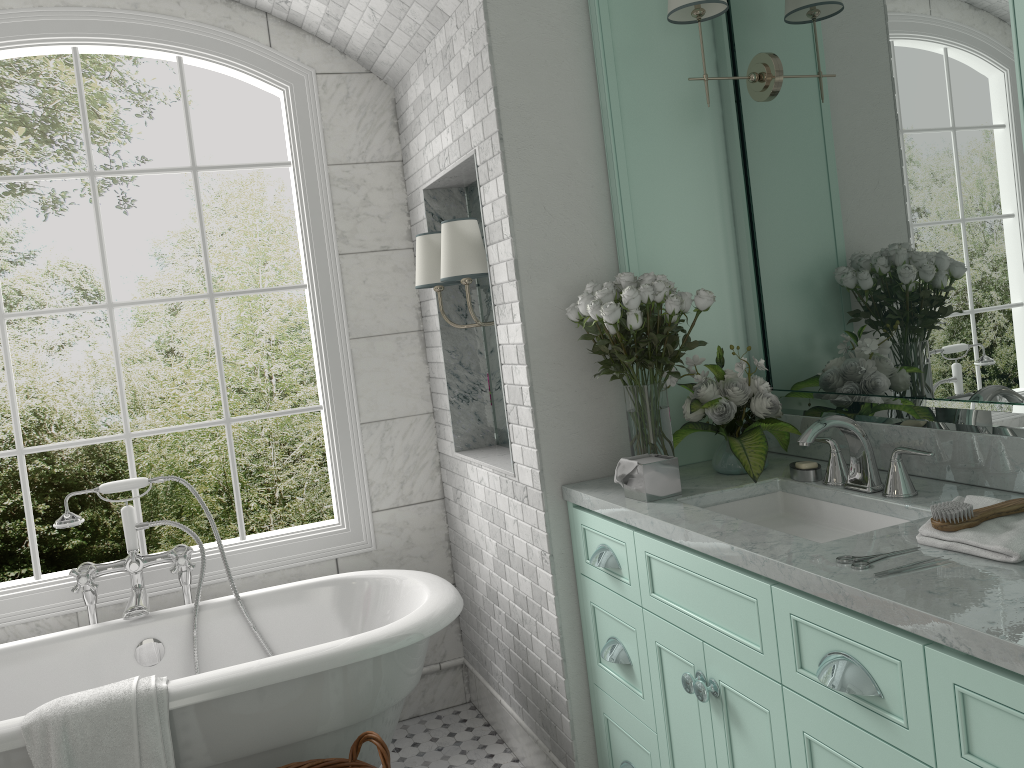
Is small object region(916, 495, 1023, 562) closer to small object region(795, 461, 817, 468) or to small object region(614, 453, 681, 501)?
small object region(795, 461, 817, 468)

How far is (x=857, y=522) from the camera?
2.28m

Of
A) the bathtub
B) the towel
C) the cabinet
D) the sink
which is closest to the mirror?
the sink

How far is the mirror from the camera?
2.05m

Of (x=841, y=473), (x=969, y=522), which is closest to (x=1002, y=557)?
(x=969, y=522)

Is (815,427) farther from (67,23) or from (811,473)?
(67,23)

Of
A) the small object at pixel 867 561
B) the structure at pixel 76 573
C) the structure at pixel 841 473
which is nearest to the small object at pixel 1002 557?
the small object at pixel 867 561

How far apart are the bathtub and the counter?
0.6m

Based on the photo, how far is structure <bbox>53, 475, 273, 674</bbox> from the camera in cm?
320

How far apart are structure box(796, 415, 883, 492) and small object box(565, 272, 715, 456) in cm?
45
